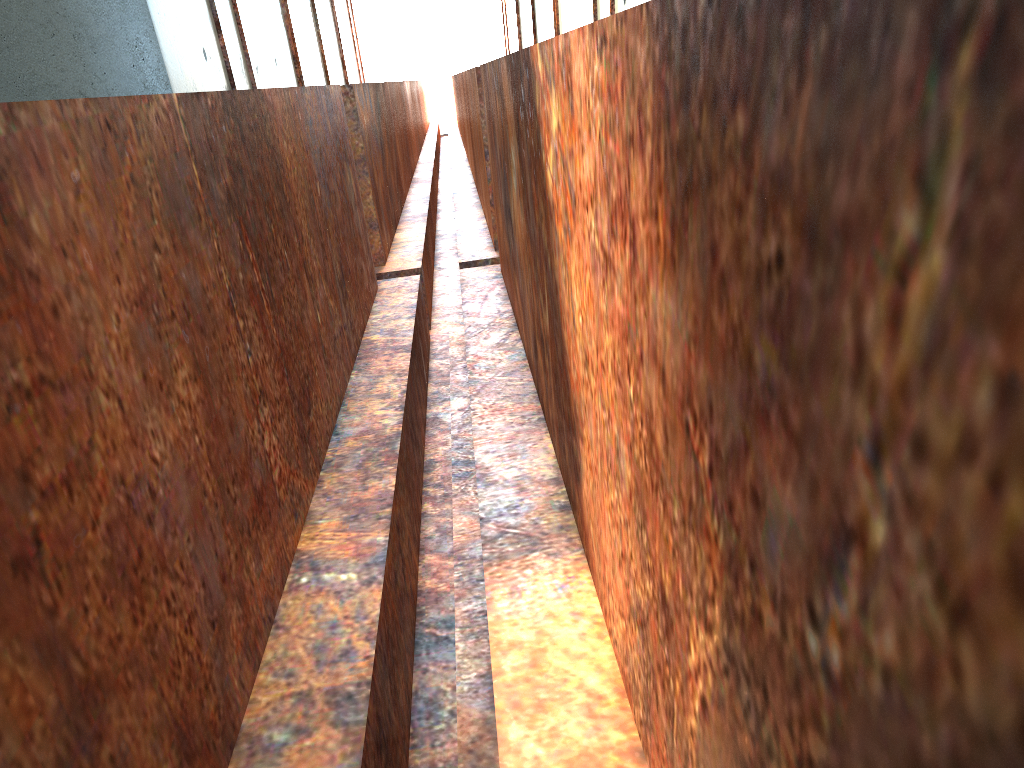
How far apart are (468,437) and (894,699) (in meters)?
4.55

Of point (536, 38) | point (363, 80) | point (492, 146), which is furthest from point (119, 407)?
point (363, 80)
